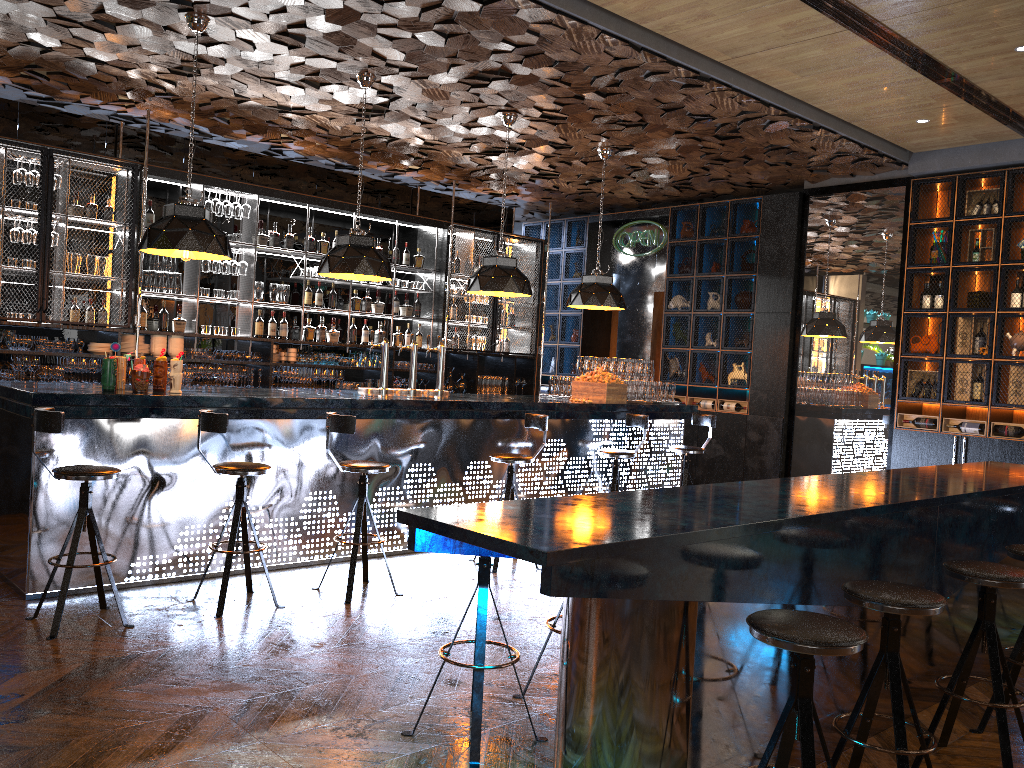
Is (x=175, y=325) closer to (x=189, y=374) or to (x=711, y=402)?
(x=189, y=374)

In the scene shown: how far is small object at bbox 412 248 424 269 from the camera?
10.4 meters

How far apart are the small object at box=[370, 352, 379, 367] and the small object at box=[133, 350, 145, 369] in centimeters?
420cm

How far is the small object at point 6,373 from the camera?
7.4m

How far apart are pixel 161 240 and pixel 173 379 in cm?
90

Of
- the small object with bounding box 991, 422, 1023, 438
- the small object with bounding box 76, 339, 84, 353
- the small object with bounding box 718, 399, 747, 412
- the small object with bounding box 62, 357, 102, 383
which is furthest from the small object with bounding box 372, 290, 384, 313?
the small object with bounding box 991, 422, 1023, 438

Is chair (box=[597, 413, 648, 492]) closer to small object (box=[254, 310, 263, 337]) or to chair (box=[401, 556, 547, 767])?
chair (box=[401, 556, 547, 767])

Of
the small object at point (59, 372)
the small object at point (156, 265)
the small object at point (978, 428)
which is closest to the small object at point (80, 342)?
the small object at point (59, 372)

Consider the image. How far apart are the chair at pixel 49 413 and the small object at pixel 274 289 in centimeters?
470cm

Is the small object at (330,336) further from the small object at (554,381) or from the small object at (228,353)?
the small object at (554,381)
